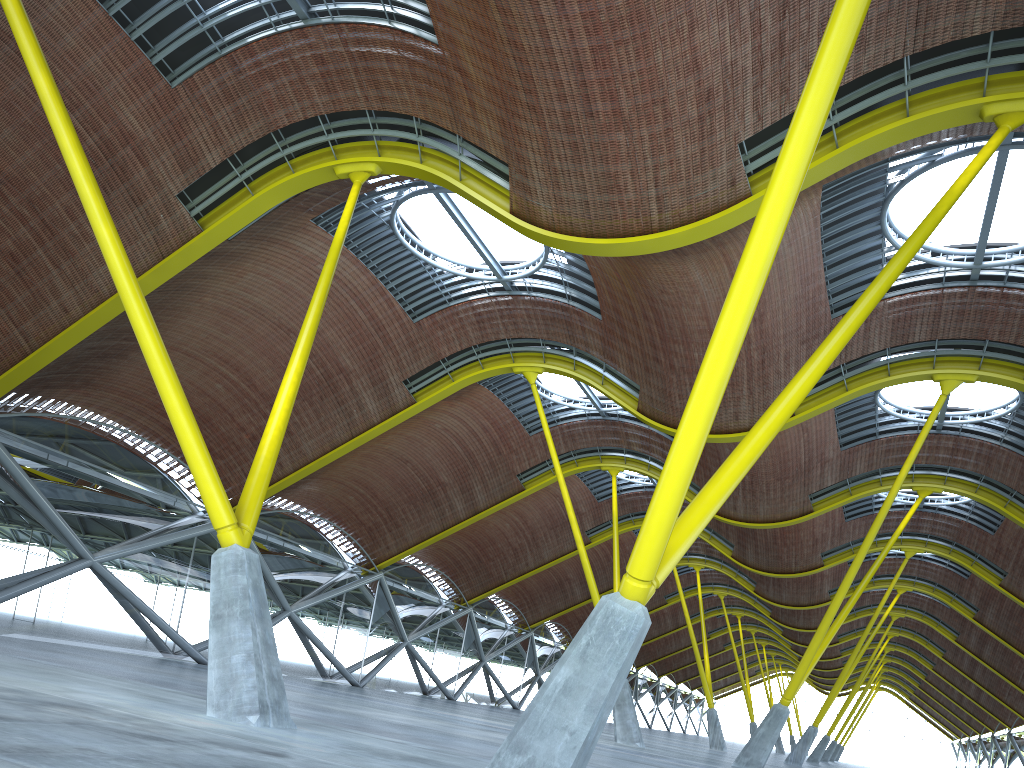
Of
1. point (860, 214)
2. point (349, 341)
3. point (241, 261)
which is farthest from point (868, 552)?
point (241, 261)

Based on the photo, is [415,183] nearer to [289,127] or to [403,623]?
[289,127]
